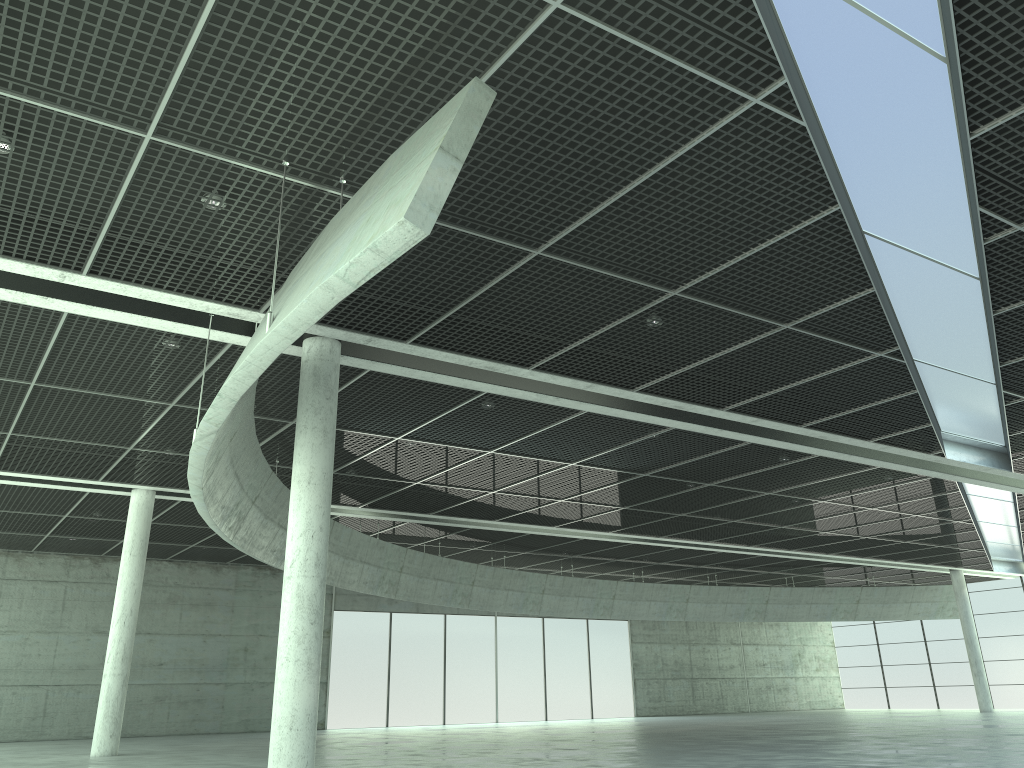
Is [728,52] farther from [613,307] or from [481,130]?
[613,307]

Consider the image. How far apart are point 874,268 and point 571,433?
20.01m
